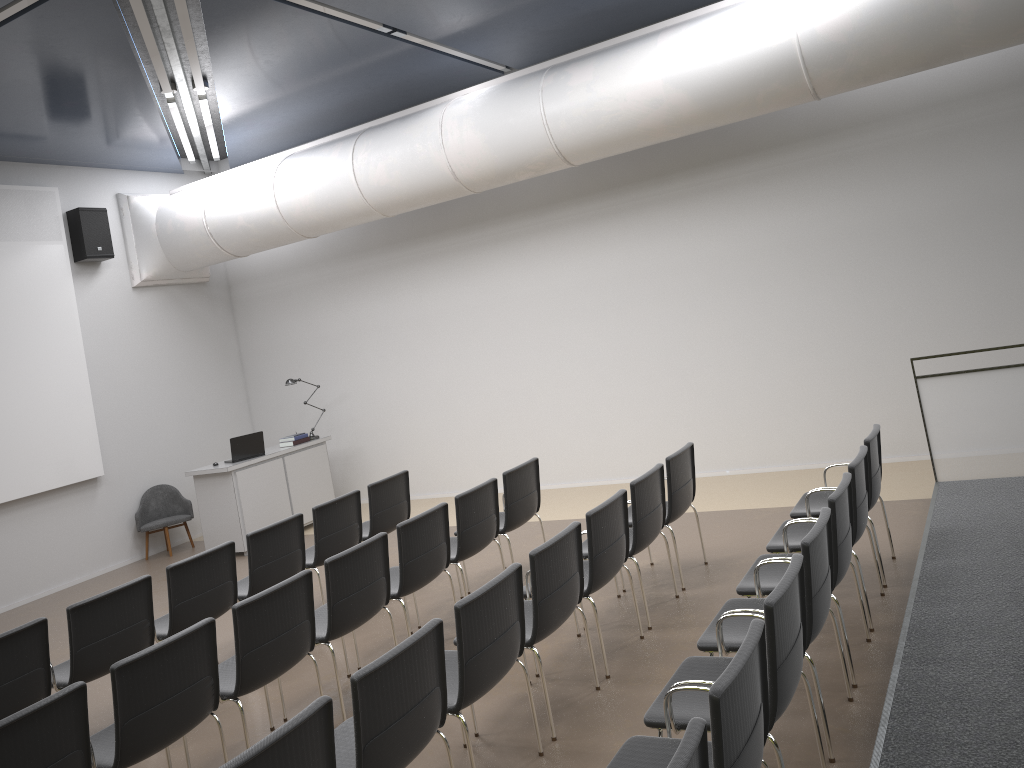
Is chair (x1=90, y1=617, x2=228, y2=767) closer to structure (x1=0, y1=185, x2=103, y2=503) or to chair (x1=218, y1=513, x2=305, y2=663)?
chair (x1=218, y1=513, x2=305, y2=663)

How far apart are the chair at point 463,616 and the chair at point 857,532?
1.71m

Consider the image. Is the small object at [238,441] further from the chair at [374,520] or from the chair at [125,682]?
the chair at [125,682]

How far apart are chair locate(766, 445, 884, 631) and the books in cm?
690

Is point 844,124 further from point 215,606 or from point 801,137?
point 215,606

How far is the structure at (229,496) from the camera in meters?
9.9 m

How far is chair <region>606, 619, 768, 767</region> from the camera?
2.5 meters

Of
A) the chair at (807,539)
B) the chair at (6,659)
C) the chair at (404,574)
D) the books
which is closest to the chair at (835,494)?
the chair at (807,539)

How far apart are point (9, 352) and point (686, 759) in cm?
952

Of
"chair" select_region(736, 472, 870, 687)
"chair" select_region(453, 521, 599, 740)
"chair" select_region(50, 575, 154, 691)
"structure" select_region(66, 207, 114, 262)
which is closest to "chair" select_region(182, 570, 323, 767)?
"chair" select_region(50, 575, 154, 691)
